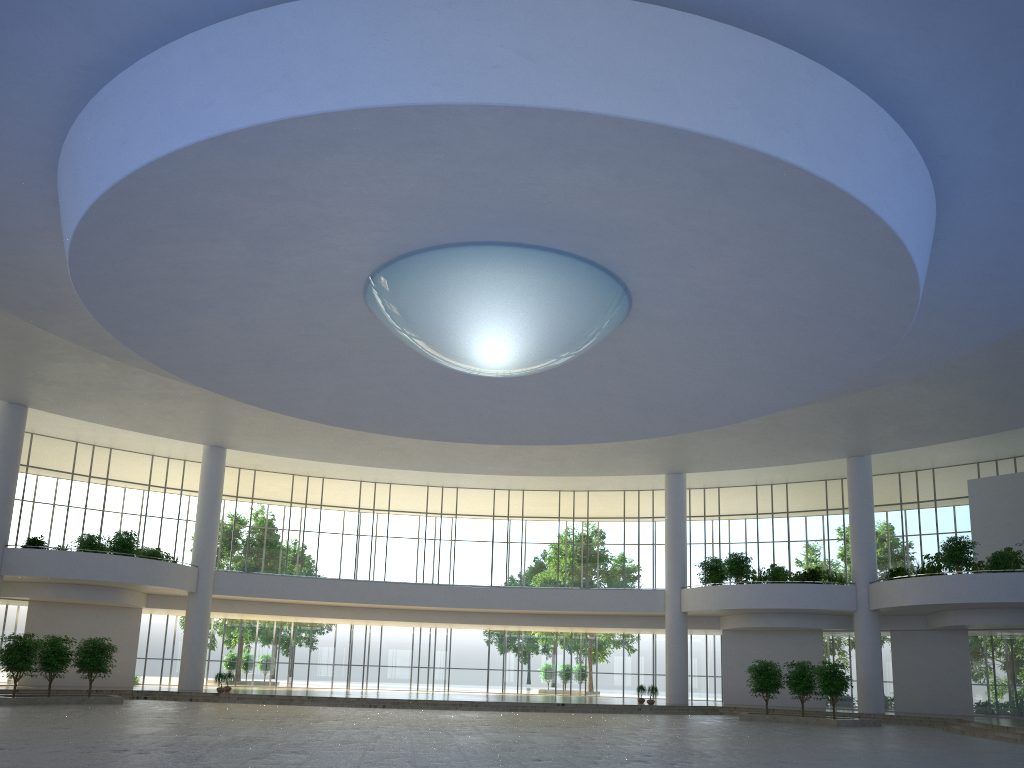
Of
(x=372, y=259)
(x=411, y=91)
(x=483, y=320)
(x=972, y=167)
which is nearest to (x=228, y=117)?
(x=411, y=91)
